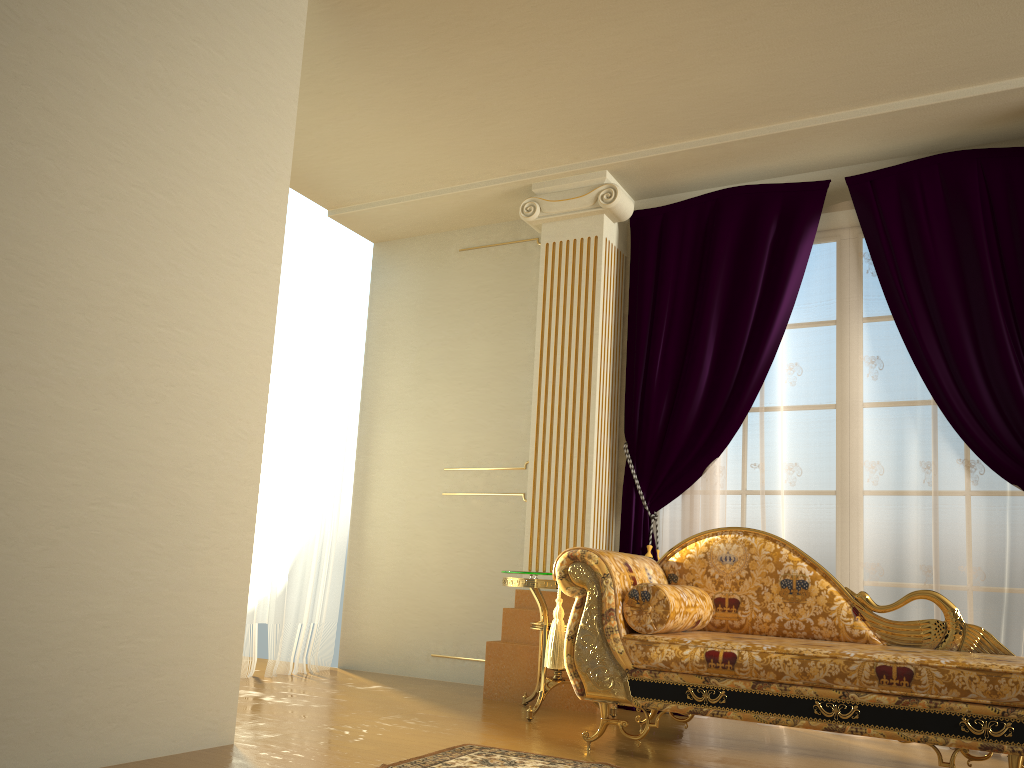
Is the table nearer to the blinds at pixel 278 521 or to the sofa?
the sofa

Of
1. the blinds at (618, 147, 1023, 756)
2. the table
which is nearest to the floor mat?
the table

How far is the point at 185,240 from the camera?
2.9m

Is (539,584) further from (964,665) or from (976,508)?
(976,508)

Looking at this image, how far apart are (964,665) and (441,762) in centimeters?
161cm

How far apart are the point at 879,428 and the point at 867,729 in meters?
1.7

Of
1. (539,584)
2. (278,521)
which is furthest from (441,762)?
(278,521)

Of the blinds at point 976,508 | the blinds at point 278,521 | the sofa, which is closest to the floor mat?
the sofa

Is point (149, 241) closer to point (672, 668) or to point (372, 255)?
point (672, 668)

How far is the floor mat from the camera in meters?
2.8
